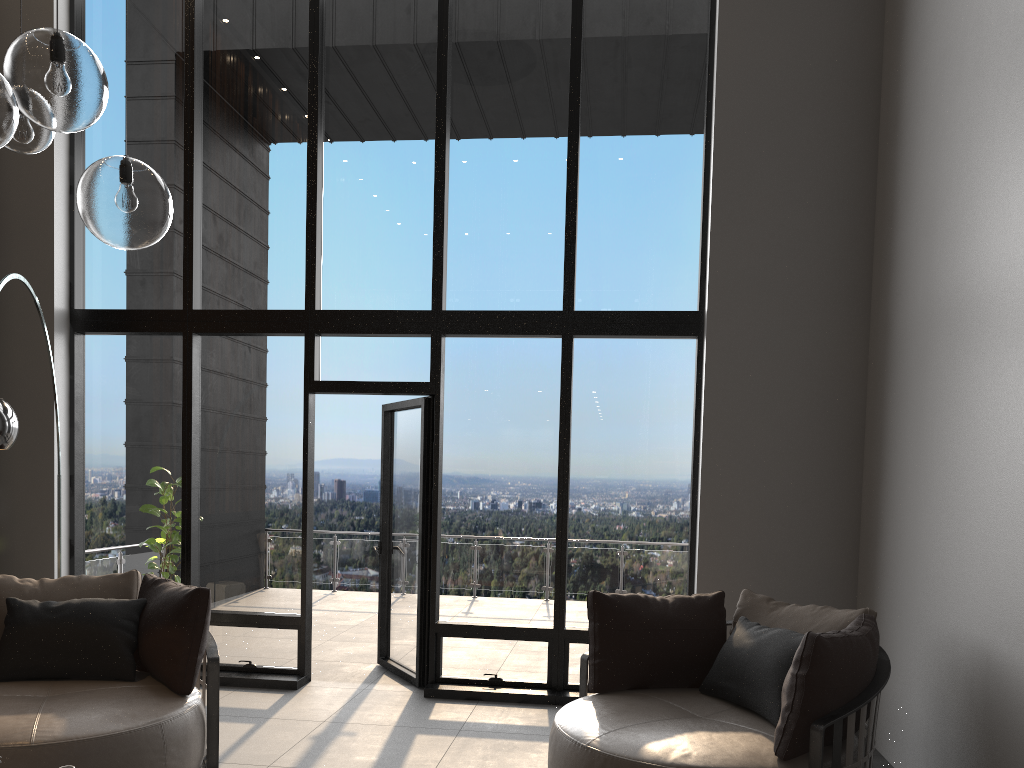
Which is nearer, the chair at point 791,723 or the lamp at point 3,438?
the chair at point 791,723

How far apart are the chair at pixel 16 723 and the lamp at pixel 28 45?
2.0m

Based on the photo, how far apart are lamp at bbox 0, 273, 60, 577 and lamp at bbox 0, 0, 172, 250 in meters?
Answer: 1.3

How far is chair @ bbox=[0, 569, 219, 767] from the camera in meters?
3.4 m

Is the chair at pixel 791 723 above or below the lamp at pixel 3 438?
below

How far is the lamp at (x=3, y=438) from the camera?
3.31m

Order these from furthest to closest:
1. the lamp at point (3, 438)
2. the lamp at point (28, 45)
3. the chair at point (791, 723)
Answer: the lamp at point (3, 438) < the chair at point (791, 723) < the lamp at point (28, 45)

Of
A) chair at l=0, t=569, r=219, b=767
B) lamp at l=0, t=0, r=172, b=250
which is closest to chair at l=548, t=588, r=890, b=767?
chair at l=0, t=569, r=219, b=767

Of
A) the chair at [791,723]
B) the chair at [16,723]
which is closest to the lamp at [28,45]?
the chair at [16,723]

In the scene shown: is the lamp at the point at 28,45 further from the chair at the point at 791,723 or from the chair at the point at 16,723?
the chair at the point at 791,723
